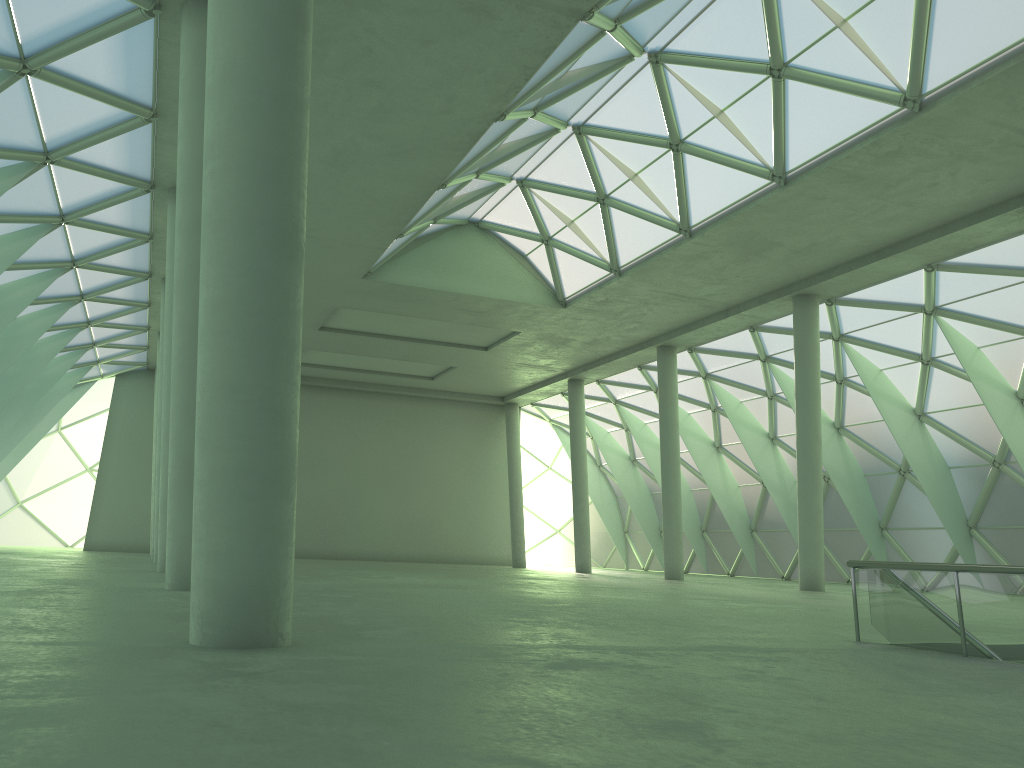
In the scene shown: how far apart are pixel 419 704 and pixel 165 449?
23.5m

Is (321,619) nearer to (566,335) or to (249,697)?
(249,697)

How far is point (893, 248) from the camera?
32.7 meters
